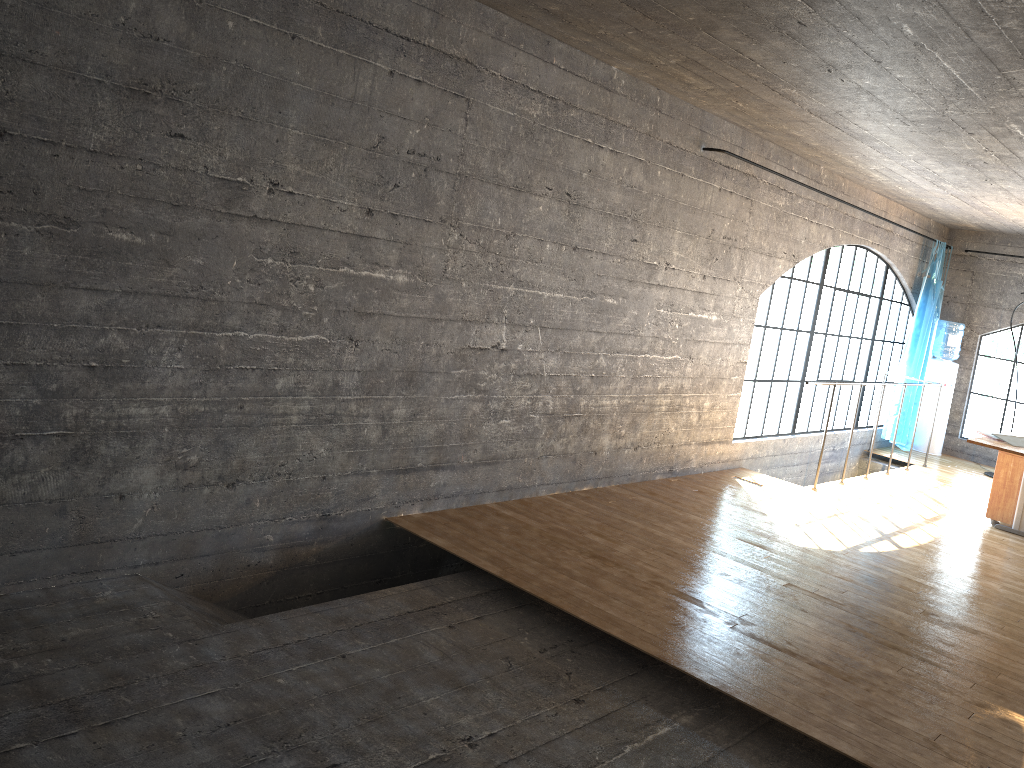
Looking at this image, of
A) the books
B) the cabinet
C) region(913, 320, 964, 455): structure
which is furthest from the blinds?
the books

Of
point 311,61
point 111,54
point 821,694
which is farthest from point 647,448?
point 111,54

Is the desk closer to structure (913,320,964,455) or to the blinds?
the blinds

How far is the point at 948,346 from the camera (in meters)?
9.64

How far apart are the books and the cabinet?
1.0m

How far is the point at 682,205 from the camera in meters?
5.7 m

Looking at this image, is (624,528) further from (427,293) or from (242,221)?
(242,221)

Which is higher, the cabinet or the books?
the books

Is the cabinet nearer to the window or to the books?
the books

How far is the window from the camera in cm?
827
